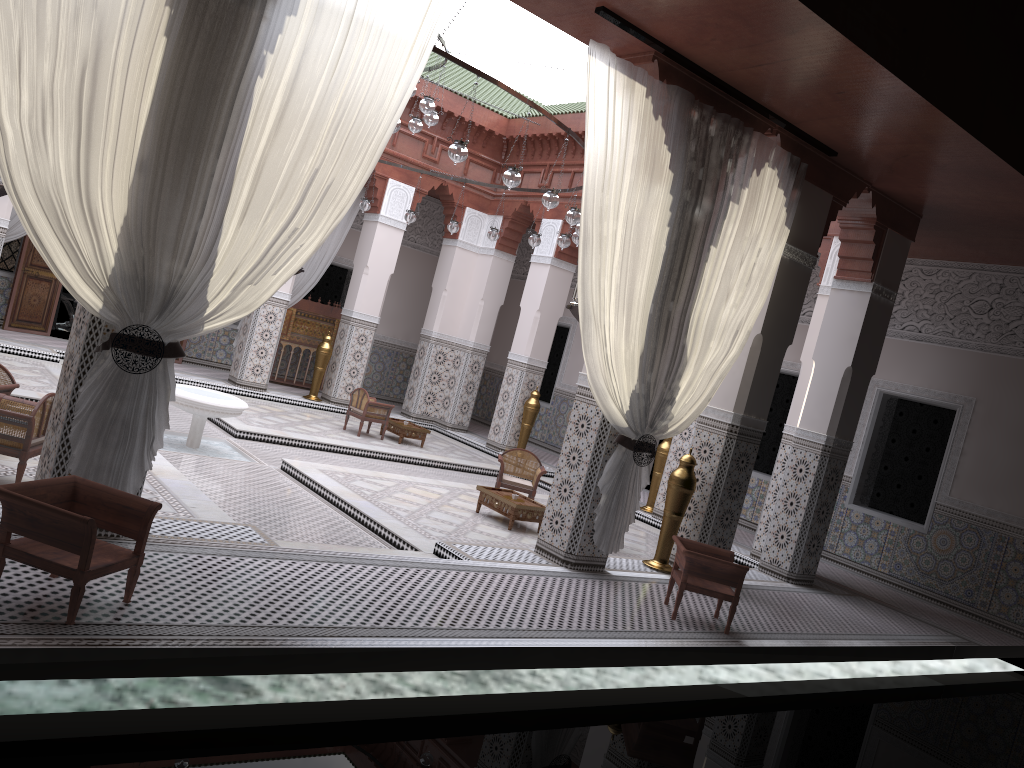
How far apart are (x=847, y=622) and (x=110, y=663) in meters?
3.1

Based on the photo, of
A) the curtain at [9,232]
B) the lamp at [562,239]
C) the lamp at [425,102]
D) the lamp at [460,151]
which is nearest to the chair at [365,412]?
the lamp at [562,239]

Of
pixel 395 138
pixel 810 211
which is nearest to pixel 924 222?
pixel 810 211

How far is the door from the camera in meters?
6.1

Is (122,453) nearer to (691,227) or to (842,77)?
(691,227)

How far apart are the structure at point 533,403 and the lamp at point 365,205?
1.8 meters

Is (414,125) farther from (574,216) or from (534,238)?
(574,216)

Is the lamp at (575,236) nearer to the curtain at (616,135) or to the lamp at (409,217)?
the curtain at (616,135)

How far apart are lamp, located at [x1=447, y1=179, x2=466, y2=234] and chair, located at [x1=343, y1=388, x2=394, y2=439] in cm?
122

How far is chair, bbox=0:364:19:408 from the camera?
3.06m
